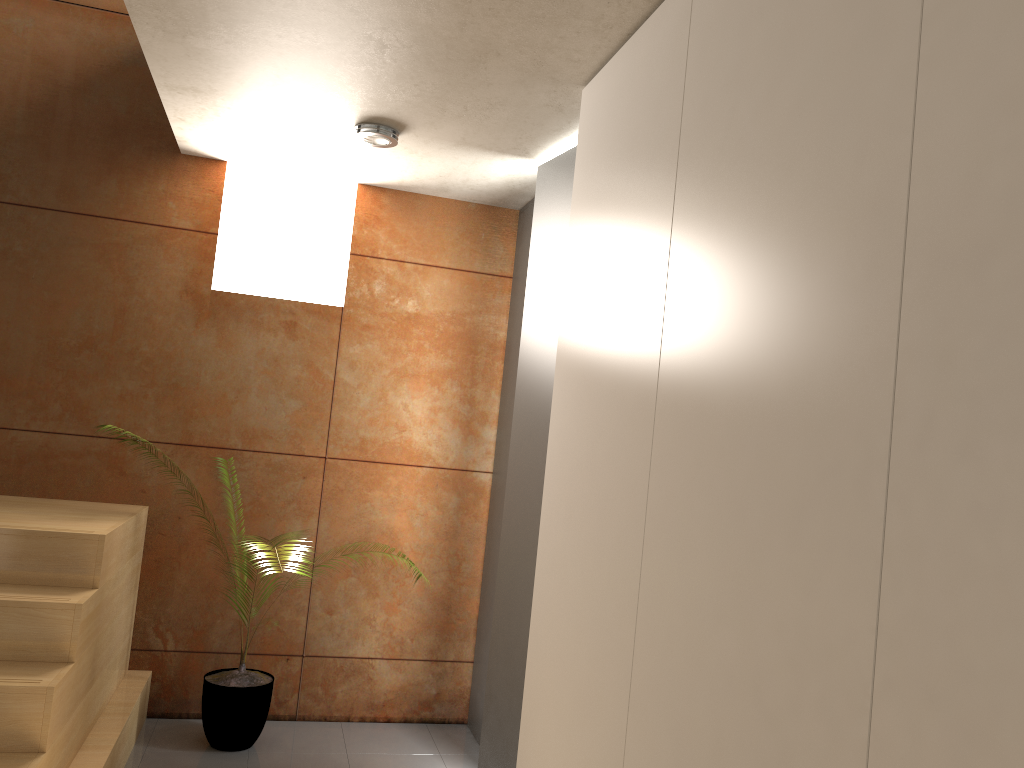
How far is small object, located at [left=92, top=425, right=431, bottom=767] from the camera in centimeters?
358cm

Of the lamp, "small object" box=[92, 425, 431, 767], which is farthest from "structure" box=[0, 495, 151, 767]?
the lamp

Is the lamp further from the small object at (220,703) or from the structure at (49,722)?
the small object at (220,703)

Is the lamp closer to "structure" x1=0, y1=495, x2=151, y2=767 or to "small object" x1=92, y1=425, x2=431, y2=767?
"structure" x1=0, y1=495, x2=151, y2=767

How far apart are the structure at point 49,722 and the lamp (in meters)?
1.71

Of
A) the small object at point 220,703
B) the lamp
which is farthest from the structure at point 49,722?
the lamp

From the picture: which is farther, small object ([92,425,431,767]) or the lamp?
small object ([92,425,431,767])

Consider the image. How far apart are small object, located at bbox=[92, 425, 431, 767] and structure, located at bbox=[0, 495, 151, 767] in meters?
0.3

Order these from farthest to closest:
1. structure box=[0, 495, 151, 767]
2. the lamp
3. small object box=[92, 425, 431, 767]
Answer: small object box=[92, 425, 431, 767]
the lamp
structure box=[0, 495, 151, 767]

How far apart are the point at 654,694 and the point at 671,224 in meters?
1.0
